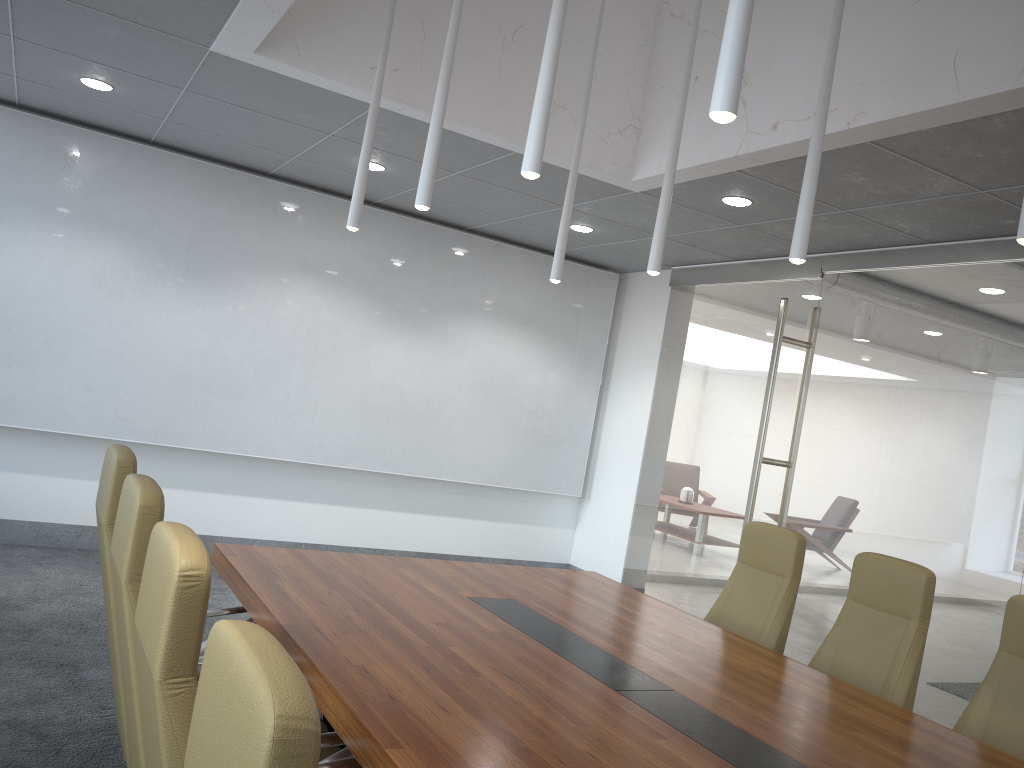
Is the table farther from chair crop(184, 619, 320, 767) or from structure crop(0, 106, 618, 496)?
structure crop(0, 106, 618, 496)

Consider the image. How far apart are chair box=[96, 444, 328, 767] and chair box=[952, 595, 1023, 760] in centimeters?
265cm

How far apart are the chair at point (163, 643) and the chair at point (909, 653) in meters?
2.7

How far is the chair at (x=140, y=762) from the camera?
2.5 meters

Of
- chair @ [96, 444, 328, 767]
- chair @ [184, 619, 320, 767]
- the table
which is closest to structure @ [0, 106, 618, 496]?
the table

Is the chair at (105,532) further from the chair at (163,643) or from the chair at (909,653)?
the chair at (909,653)

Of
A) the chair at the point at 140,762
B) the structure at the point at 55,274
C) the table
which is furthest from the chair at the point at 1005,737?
the structure at the point at 55,274

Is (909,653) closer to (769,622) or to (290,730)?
(769,622)

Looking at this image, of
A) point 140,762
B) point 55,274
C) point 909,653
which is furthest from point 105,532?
point 55,274

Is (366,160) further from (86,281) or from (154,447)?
(154,447)
